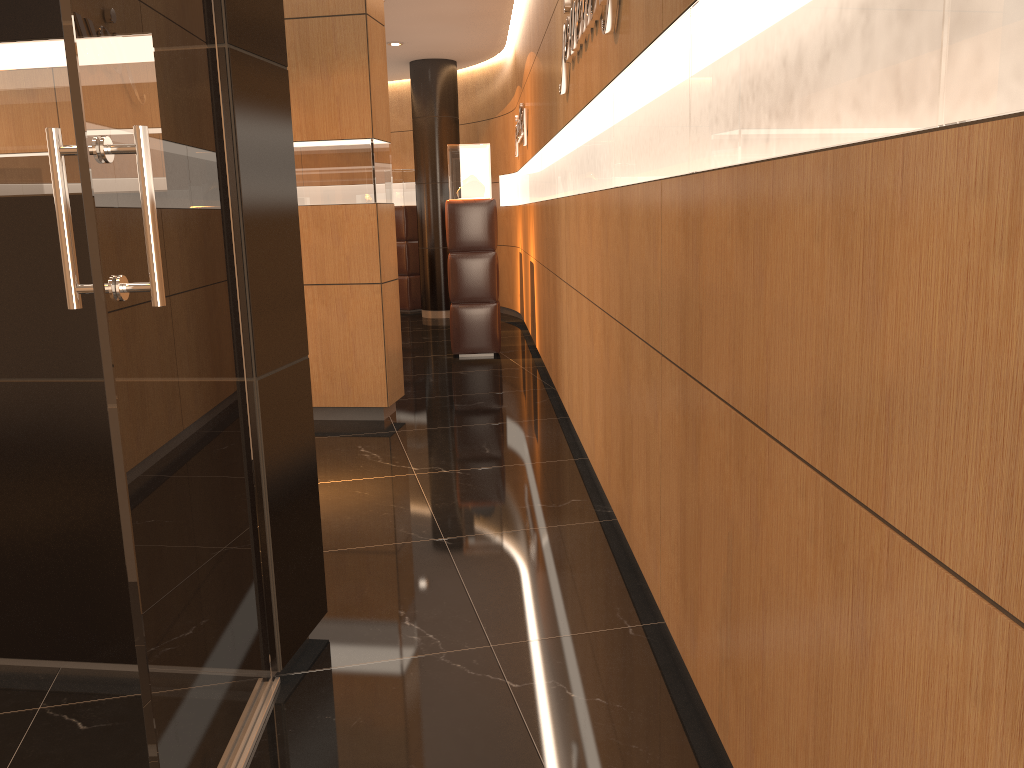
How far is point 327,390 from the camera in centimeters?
600cm

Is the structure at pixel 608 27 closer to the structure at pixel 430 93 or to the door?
the door

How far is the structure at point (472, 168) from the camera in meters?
8.3

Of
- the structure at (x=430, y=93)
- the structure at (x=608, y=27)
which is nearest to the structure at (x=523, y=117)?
the structure at (x=430, y=93)

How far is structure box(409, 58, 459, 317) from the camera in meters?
11.3 m

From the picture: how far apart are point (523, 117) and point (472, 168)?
0.8m

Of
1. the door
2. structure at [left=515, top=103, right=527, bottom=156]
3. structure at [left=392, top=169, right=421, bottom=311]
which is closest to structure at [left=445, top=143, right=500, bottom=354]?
structure at [left=515, top=103, right=527, bottom=156]

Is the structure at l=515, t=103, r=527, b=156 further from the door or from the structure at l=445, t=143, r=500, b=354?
the door

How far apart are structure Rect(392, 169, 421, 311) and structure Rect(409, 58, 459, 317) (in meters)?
0.71

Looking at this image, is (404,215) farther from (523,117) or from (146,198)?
(146,198)
